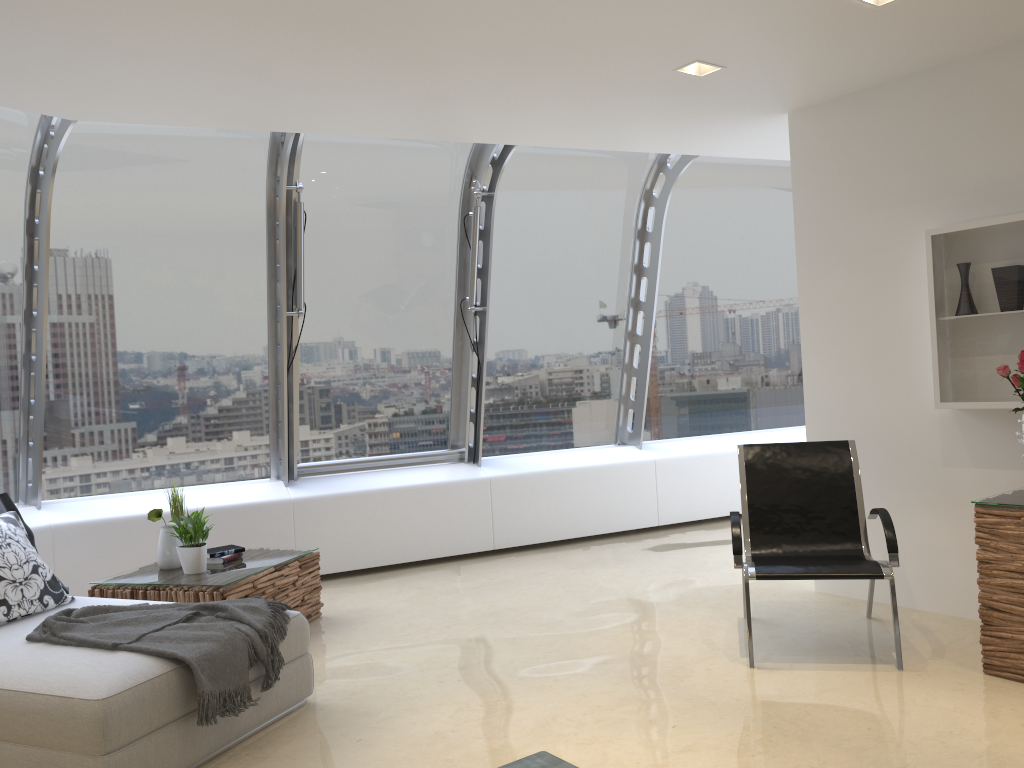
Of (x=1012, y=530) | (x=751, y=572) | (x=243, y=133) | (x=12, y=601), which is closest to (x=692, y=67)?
(x=751, y=572)

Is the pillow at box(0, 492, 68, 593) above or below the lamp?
below

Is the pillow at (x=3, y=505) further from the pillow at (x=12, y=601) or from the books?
the books

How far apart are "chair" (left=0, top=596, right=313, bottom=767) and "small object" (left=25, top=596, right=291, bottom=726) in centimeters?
2cm

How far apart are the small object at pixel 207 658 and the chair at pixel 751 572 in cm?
211

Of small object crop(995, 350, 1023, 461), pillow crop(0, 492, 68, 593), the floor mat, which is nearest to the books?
pillow crop(0, 492, 68, 593)

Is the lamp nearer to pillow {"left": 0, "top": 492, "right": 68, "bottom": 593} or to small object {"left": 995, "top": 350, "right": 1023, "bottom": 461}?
small object {"left": 995, "top": 350, "right": 1023, "bottom": 461}

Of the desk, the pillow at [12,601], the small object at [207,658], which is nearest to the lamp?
the desk

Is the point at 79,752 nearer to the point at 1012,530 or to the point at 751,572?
the point at 751,572

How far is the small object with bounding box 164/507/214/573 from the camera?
4.9 meters
